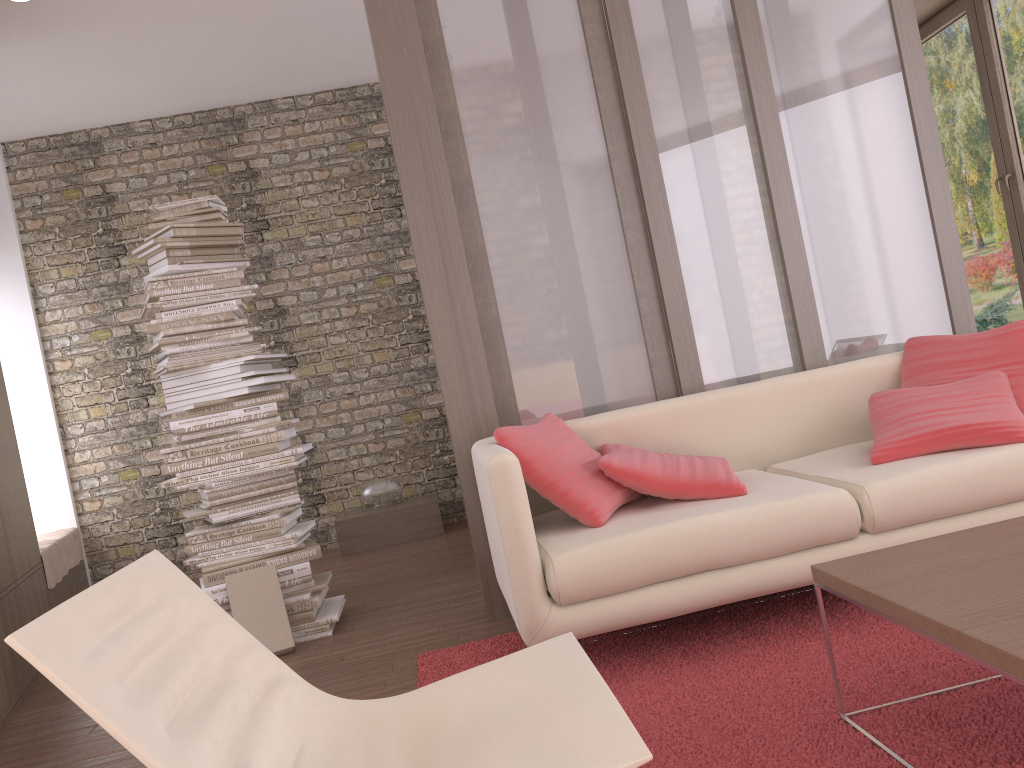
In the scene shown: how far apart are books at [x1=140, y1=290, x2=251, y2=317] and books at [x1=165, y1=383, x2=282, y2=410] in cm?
44

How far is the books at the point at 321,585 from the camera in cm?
401

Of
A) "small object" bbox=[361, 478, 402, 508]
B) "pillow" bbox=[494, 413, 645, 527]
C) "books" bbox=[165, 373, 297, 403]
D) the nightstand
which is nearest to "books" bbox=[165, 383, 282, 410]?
"books" bbox=[165, 373, 297, 403]

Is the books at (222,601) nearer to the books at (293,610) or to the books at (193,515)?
the books at (293,610)

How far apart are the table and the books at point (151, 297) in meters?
3.0 m

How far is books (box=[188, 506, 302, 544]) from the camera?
4.00m

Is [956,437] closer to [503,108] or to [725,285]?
[725,285]

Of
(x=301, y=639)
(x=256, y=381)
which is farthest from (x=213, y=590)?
(x=256, y=381)

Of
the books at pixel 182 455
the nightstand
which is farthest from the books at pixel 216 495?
the nightstand

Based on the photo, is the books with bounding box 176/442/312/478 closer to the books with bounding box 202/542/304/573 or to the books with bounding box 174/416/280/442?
the books with bounding box 174/416/280/442
